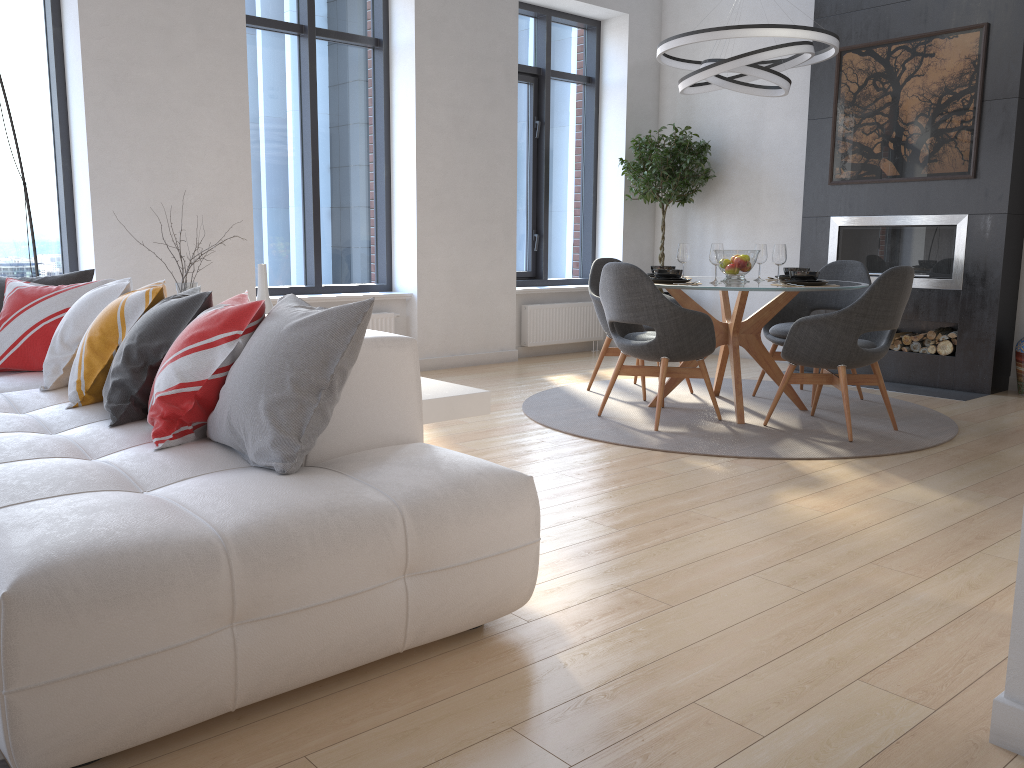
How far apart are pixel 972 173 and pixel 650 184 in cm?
250

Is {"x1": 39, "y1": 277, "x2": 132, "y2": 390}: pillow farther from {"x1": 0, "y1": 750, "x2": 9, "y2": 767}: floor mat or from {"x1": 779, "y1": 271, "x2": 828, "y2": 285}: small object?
{"x1": 779, "y1": 271, "x2": 828, "y2": 285}: small object

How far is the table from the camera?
4.9 meters

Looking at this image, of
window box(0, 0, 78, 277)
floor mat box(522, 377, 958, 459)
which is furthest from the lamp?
window box(0, 0, 78, 277)

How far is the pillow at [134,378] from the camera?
2.7m

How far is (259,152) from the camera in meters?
6.3

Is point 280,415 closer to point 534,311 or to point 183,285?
point 183,285

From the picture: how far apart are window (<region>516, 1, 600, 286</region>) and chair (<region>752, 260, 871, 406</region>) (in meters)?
2.66

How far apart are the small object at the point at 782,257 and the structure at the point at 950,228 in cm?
181

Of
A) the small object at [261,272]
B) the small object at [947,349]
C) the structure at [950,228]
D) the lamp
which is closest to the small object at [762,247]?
the lamp
